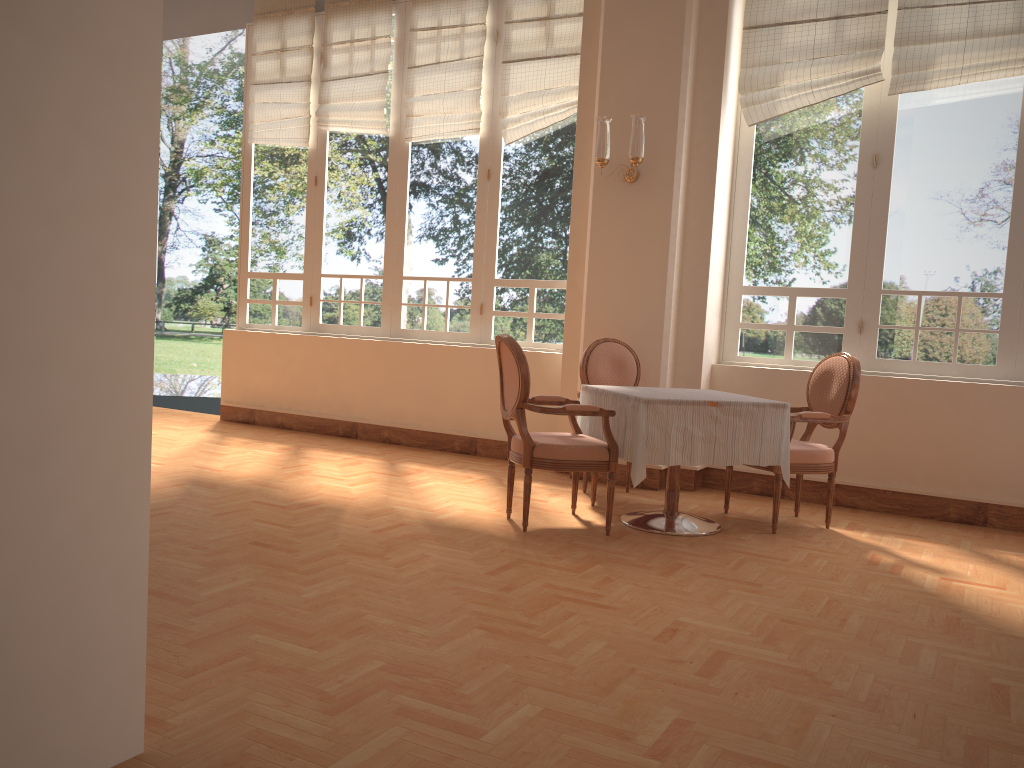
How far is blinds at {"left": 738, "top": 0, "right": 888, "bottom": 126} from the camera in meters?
5.1

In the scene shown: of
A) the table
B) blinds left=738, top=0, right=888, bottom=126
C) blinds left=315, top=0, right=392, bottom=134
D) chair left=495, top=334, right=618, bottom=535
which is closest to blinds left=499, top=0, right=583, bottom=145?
blinds left=315, top=0, right=392, bottom=134

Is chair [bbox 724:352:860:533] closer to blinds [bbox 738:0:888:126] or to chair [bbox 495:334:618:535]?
chair [bbox 495:334:618:535]

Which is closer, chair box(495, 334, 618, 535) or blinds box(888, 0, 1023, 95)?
chair box(495, 334, 618, 535)

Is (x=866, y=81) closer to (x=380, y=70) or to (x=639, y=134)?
(x=639, y=134)

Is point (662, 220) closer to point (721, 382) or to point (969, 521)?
point (721, 382)

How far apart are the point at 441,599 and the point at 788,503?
2.9m

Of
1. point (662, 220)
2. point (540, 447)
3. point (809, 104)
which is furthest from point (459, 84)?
point (540, 447)

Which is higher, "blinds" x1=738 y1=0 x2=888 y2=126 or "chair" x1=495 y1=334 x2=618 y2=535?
"blinds" x1=738 y1=0 x2=888 y2=126

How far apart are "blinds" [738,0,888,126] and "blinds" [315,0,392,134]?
2.87m
